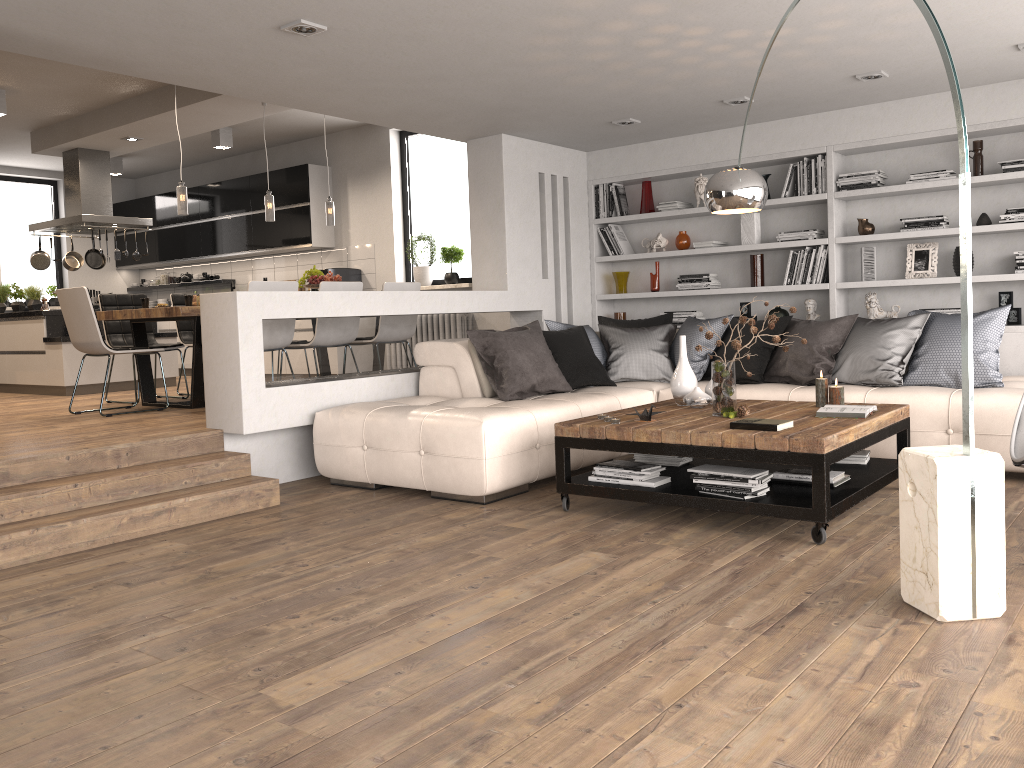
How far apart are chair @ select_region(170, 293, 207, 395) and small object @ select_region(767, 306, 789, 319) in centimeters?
503cm

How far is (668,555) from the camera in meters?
3.6

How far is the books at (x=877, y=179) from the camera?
6.5m

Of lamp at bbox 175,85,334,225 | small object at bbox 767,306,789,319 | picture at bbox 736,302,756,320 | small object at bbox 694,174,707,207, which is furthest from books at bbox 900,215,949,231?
lamp at bbox 175,85,334,225

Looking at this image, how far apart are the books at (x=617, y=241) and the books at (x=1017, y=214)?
3.0m

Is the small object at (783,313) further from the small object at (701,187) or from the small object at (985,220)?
the small object at (985,220)

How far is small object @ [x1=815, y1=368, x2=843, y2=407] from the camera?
4.6 meters

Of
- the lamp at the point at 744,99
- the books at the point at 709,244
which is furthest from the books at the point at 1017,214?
the books at the point at 709,244

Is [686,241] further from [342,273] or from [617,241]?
[342,273]

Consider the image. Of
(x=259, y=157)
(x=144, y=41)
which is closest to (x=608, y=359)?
(x=144, y=41)
